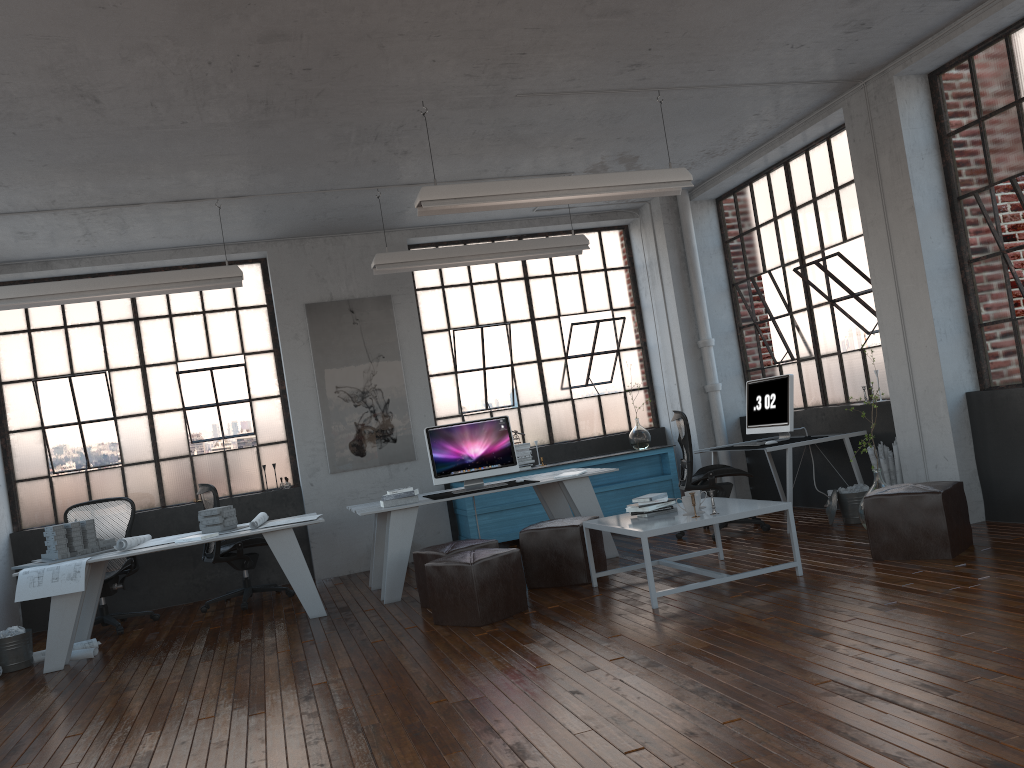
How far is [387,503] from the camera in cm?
670

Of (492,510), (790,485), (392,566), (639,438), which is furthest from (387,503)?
(639,438)

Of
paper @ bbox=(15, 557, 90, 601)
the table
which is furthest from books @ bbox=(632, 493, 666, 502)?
paper @ bbox=(15, 557, 90, 601)

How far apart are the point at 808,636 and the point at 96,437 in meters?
6.8 m

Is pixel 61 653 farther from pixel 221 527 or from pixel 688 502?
pixel 688 502

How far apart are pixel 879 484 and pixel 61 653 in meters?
5.7 m

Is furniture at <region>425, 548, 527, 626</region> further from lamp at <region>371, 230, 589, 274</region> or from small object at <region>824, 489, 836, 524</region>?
small object at <region>824, 489, 836, 524</region>

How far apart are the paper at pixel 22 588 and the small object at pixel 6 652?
0.60m

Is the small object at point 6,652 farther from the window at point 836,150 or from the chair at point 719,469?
the window at point 836,150

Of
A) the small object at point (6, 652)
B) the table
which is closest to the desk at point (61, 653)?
the small object at point (6, 652)
